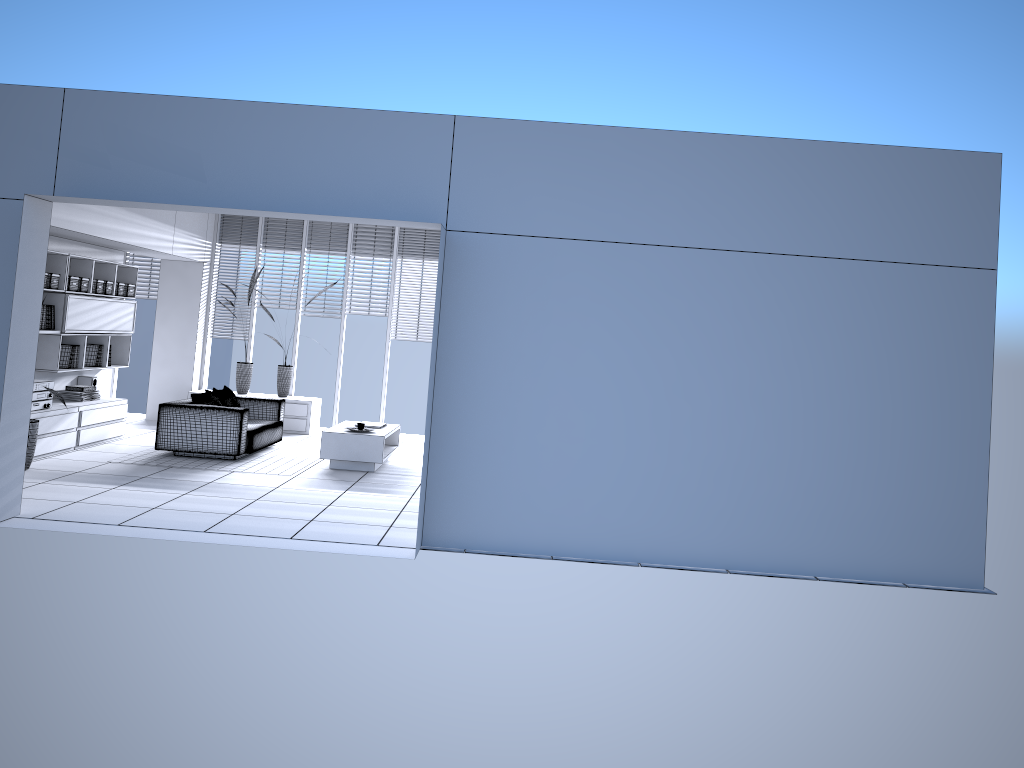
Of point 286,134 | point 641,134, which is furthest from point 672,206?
point 286,134

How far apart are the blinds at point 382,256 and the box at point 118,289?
3.1 meters

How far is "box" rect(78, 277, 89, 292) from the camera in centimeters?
954cm

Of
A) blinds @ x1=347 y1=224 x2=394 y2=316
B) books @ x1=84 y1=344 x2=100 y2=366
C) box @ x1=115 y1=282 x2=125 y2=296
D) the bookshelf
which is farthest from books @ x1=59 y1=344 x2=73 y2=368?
blinds @ x1=347 y1=224 x2=394 y2=316

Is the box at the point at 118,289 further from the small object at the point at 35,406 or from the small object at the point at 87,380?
the small object at the point at 35,406

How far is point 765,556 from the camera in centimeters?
627cm

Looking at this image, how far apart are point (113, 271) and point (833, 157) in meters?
A: 8.0 m

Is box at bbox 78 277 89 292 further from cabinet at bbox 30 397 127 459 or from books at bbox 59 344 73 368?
cabinet at bbox 30 397 127 459

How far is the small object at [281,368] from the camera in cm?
1208

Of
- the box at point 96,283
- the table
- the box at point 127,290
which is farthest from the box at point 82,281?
the table
